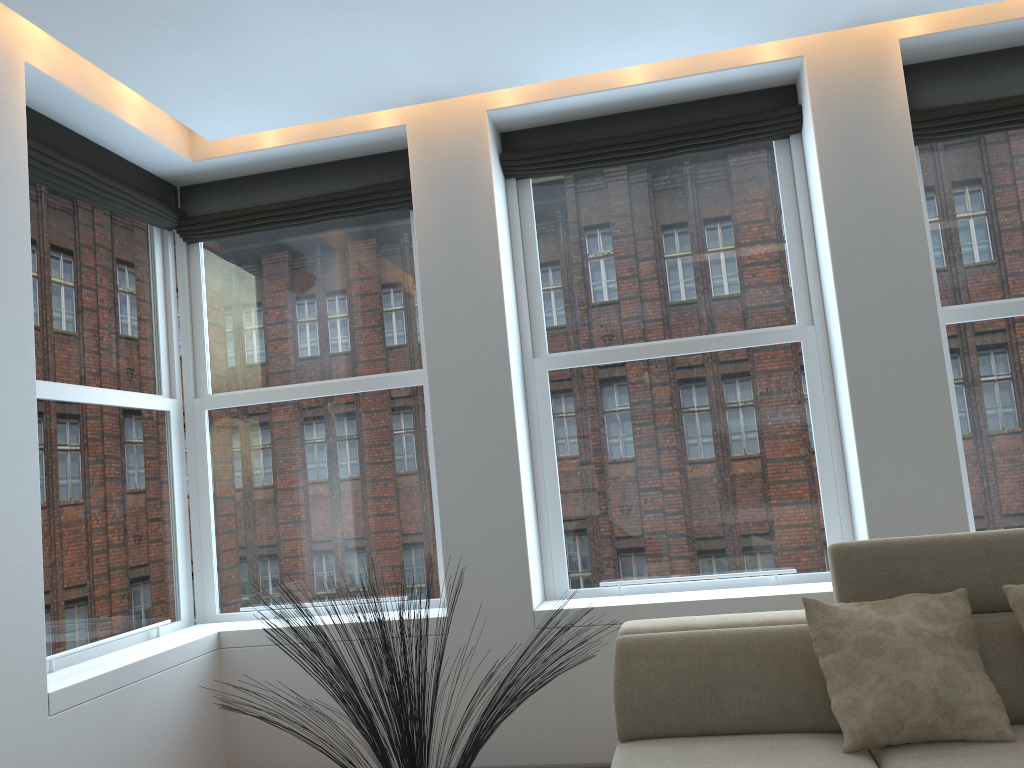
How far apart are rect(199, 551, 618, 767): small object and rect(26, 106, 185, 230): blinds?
2.3 meters

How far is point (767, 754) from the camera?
2.6m

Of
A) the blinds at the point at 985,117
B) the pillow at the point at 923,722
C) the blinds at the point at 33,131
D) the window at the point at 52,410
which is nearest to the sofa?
the pillow at the point at 923,722

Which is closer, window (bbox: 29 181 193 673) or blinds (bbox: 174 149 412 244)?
window (bbox: 29 181 193 673)

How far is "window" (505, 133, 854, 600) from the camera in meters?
4.1 m

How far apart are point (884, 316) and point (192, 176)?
3.48m

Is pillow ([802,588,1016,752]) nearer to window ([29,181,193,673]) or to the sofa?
the sofa

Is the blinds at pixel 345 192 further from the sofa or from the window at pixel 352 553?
the sofa

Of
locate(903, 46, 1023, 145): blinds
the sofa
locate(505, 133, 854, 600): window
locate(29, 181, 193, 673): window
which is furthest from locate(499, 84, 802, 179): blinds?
the sofa

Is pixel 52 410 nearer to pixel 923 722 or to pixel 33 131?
pixel 33 131
